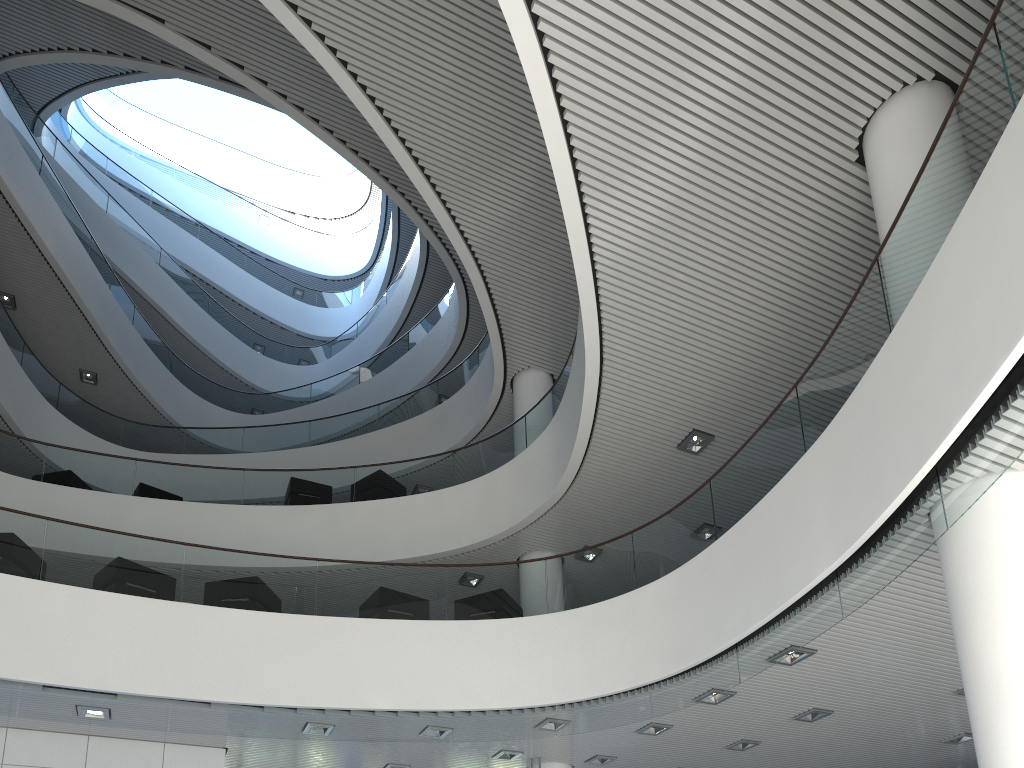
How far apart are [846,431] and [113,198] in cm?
1393

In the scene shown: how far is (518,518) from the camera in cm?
769
